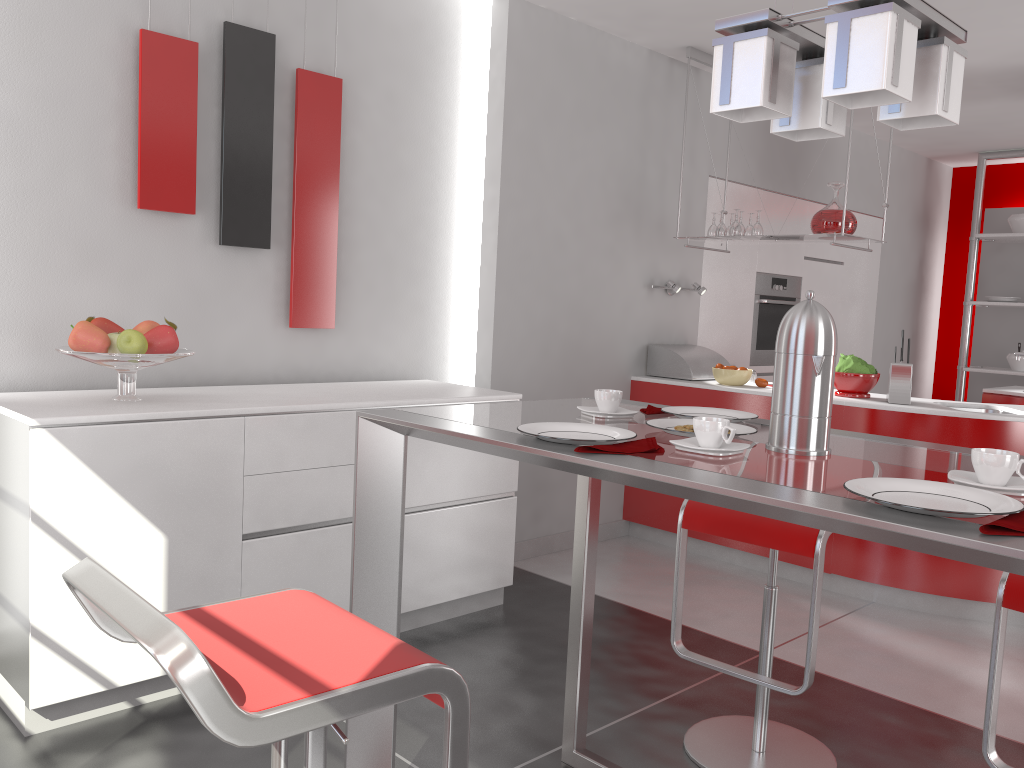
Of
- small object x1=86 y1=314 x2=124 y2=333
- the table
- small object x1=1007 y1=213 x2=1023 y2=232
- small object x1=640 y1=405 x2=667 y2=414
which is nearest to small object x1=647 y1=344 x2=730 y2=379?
the table

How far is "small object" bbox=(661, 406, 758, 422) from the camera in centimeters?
202cm

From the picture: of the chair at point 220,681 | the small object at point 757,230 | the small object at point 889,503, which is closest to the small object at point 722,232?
the small object at point 757,230

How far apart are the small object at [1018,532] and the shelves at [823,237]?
3.15m

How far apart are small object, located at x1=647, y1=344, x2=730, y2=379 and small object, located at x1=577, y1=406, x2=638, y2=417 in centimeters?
276cm

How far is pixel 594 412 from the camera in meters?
1.9 m

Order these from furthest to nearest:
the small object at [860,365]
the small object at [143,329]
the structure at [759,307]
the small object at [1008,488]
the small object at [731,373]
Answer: the structure at [759,307], the small object at [731,373], the small object at [860,365], the small object at [143,329], the small object at [1008,488]

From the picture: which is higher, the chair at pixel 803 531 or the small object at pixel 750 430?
the small object at pixel 750 430

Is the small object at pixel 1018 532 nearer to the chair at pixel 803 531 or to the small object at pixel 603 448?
the small object at pixel 603 448

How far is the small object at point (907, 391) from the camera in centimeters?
393cm
